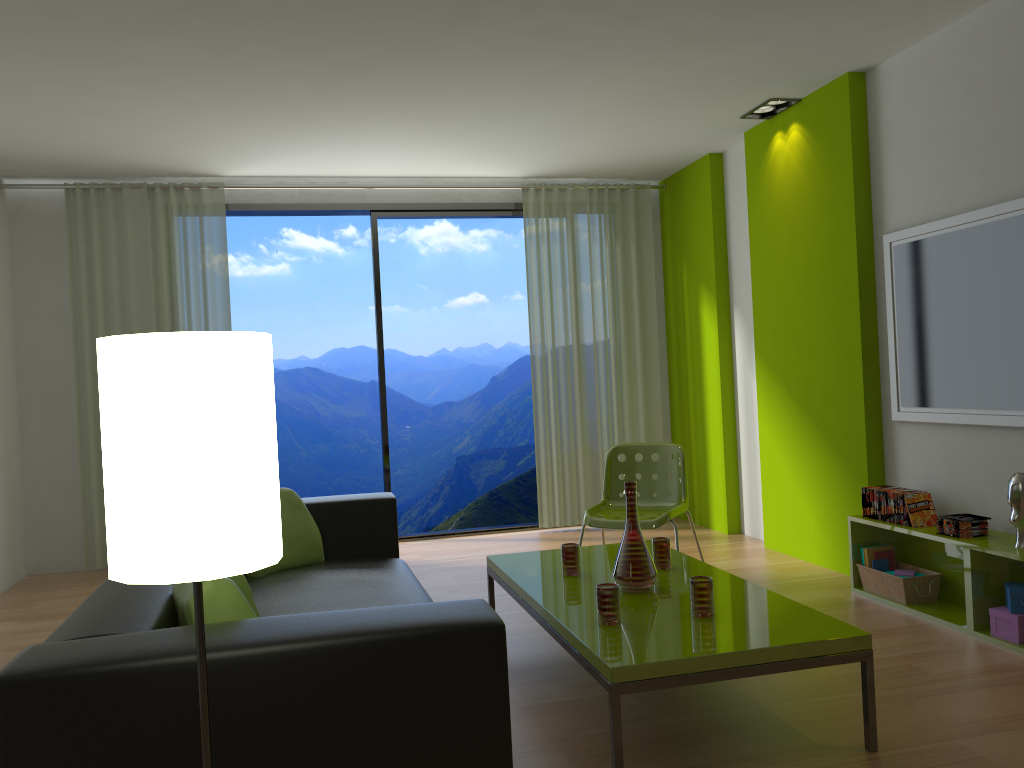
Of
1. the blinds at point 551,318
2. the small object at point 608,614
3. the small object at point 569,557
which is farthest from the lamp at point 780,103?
the small object at point 608,614

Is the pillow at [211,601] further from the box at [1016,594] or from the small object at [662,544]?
the box at [1016,594]

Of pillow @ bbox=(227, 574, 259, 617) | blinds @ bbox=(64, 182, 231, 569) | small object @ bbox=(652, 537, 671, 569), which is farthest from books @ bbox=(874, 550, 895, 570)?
blinds @ bbox=(64, 182, 231, 569)

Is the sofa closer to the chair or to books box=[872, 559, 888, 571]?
the chair

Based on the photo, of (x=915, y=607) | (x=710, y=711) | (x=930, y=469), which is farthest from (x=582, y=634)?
(x=930, y=469)

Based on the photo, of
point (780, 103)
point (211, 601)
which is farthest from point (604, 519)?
point (211, 601)

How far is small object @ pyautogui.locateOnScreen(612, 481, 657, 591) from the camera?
3.2 meters

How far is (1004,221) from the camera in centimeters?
369cm

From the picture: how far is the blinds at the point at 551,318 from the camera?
6.62m

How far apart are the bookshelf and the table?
1.06m
